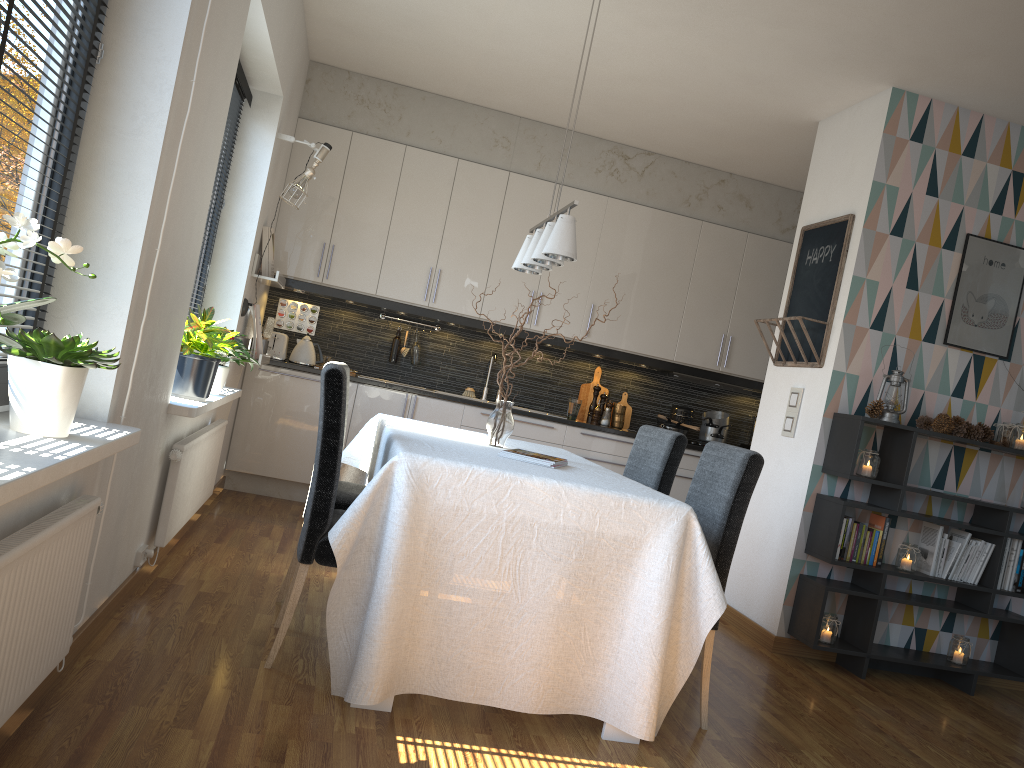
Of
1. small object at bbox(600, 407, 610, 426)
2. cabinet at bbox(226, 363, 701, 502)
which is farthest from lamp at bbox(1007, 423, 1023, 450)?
small object at bbox(600, 407, 610, 426)

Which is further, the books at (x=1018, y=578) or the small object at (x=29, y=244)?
the books at (x=1018, y=578)

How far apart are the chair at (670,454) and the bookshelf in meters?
0.9 m

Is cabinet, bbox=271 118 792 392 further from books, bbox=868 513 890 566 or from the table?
books, bbox=868 513 890 566

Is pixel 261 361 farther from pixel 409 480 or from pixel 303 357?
pixel 409 480

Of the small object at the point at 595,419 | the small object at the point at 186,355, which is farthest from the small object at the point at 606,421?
the small object at the point at 186,355

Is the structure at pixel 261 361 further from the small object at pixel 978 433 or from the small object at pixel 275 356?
the small object at pixel 978 433

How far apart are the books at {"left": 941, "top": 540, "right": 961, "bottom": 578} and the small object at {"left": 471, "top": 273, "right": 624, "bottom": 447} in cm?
234

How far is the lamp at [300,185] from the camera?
4.84m

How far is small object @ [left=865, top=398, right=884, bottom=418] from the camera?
4.1 meters
